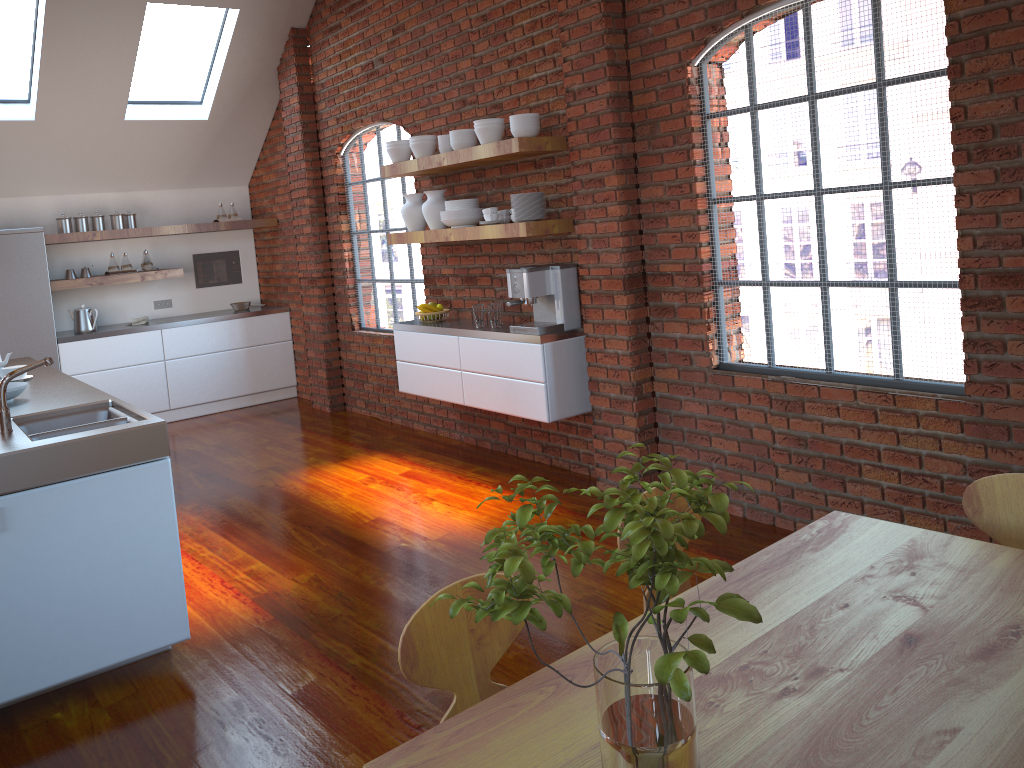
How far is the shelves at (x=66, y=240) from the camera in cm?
715

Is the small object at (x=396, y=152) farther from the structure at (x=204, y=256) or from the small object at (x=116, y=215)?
the structure at (x=204, y=256)

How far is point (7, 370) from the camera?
4.5m

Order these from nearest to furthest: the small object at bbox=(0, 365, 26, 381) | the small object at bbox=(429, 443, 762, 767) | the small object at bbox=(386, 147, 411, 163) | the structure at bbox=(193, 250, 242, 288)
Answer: the small object at bbox=(429, 443, 762, 767), the small object at bbox=(0, 365, 26, 381), the small object at bbox=(386, 147, 411, 163), the structure at bbox=(193, 250, 242, 288)

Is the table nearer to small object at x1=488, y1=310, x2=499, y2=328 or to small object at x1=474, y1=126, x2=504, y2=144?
small object at x1=488, y1=310, x2=499, y2=328

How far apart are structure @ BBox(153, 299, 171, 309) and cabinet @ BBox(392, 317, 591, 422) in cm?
341

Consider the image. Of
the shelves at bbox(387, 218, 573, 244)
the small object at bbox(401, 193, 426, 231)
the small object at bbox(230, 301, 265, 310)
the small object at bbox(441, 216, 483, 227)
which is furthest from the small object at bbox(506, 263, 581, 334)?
the small object at bbox(230, 301, 265, 310)

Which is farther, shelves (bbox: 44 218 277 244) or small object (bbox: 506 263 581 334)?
shelves (bbox: 44 218 277 244)

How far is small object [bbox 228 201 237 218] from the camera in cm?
816

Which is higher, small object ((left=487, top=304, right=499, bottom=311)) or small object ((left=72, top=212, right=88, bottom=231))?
small object ((left=72, top=212, right=88, bottom=231))
